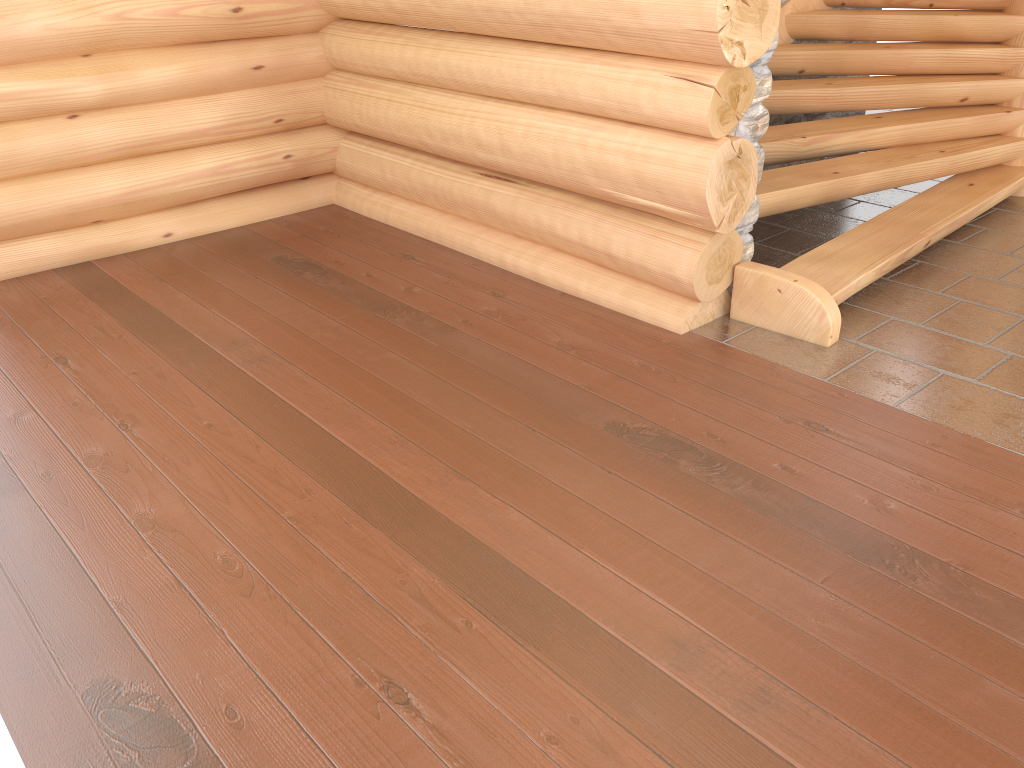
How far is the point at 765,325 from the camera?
4.15m

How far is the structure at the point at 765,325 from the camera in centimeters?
415cm

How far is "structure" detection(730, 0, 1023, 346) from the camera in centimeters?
415cm
